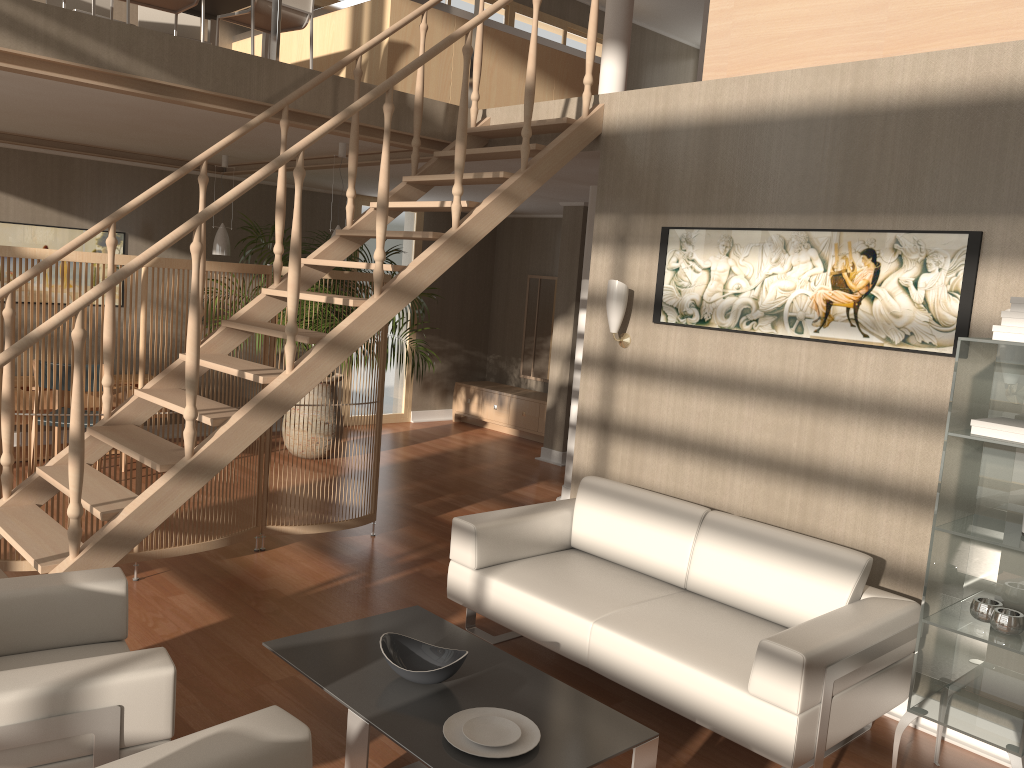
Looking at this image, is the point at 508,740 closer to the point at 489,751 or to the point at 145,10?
the point at 489,751

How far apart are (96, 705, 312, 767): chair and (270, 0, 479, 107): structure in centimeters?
354cm

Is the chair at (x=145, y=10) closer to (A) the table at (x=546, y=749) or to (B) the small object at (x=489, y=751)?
(A) the table at (x=546, y=749)

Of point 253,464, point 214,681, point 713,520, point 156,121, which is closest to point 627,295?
point 713,520

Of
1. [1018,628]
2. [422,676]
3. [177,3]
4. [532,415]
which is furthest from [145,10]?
[1018,628]

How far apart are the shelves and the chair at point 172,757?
2.1 meters

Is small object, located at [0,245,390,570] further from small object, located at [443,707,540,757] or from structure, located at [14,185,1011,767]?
small object, located at [443,707,540,757]

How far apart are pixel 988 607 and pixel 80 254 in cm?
405

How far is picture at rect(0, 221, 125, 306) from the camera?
7.0 meters

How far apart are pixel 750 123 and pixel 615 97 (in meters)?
0.87
